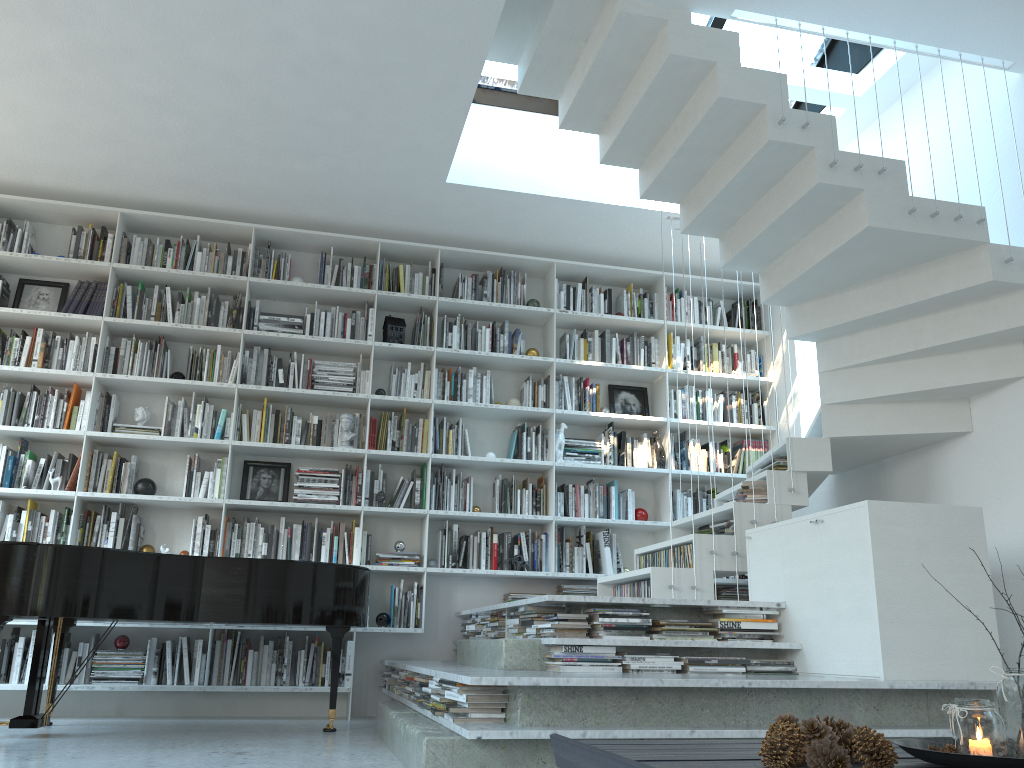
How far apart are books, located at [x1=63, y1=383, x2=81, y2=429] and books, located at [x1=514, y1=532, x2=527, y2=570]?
3.0 meters

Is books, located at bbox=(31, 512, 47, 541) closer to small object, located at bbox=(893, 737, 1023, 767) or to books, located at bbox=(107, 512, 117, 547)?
books, located at bbox=(107, 512, 117, 547)

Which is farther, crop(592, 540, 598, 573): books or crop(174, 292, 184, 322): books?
crop(592, 540, 598, 573): books

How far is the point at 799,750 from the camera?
1.90m

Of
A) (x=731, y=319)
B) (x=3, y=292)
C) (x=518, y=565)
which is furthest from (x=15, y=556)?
(x=731, y=319)

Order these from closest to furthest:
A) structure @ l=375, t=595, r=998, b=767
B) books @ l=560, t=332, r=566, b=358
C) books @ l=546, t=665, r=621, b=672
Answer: structure @ l=375, t=595, r=998, b=767
books @ l=546, t=665, r=621, b=672
books @ l=560, t=332, r=566, b=358

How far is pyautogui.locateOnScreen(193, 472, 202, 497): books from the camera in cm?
554

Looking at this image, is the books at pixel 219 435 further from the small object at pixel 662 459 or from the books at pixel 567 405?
the small object at pixel 662 459

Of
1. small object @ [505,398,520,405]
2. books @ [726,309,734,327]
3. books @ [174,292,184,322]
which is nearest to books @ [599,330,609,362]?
small object @ [505,398,520,405]

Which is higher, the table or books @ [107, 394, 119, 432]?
books @ [107, 394, 119, 432]
